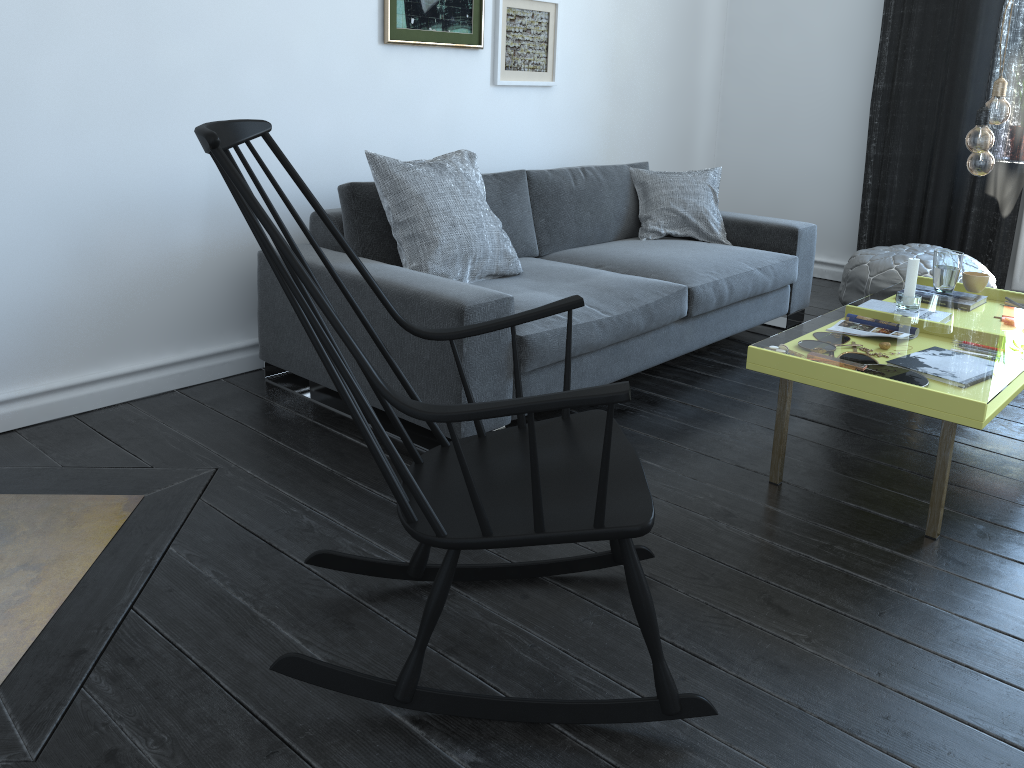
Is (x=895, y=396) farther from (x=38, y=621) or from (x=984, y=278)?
(x=38, y=621)

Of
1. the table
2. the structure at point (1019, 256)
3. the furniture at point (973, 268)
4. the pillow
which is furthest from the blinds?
the pillow

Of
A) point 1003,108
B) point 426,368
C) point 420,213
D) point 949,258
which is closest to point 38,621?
point 426,368

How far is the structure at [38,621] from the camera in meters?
1.8

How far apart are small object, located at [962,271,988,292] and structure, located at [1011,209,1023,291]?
1.6m

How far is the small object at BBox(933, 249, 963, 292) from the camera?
3.09m

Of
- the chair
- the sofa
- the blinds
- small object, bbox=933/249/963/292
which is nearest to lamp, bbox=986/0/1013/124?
small object, bbox=933/249/963/292

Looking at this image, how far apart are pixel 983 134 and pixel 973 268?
1.7 meters

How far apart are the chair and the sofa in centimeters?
58cm

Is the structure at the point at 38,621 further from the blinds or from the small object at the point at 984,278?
the blinds
